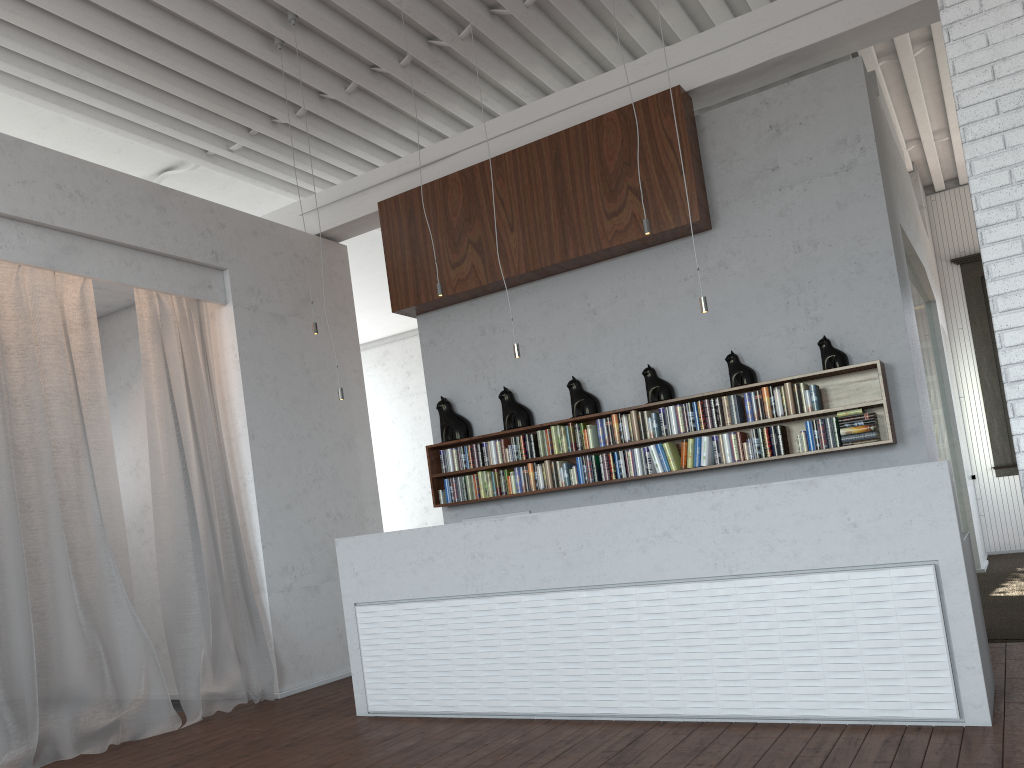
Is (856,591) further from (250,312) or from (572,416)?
(250,312)
